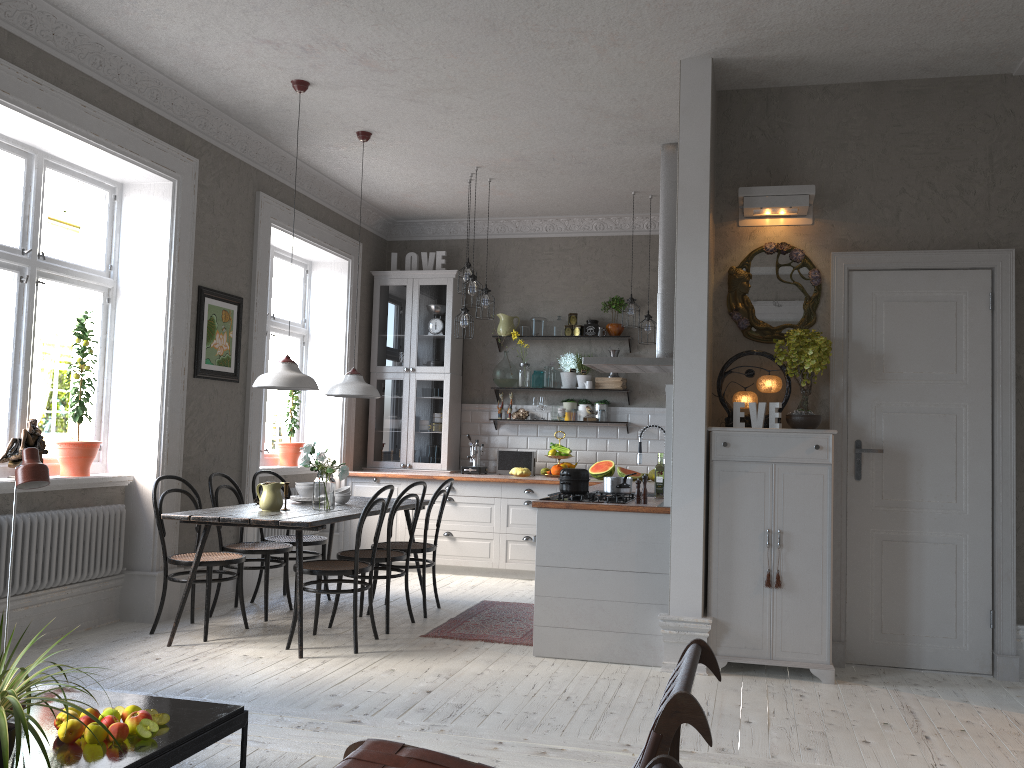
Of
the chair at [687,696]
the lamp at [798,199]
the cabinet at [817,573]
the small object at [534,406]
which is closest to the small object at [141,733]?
the chair at [687,696]

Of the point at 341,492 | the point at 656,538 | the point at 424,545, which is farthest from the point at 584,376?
the point at 656,538

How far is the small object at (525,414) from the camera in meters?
8.3

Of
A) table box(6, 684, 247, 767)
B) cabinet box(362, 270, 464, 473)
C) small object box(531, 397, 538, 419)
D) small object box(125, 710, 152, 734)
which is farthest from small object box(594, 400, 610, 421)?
small object box(125, 710, 152, 734)

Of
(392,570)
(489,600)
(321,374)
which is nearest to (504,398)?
(321,374)

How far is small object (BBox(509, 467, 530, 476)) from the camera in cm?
788

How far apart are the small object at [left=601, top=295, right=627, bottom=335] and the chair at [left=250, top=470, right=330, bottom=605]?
3.3 meters

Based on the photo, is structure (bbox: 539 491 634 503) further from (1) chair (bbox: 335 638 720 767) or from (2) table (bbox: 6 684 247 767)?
(1) chair (bbox: 335 638 720 767)

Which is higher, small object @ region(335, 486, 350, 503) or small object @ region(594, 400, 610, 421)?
small object @ region(594, 400, 610, 421)

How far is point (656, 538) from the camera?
4.75m
